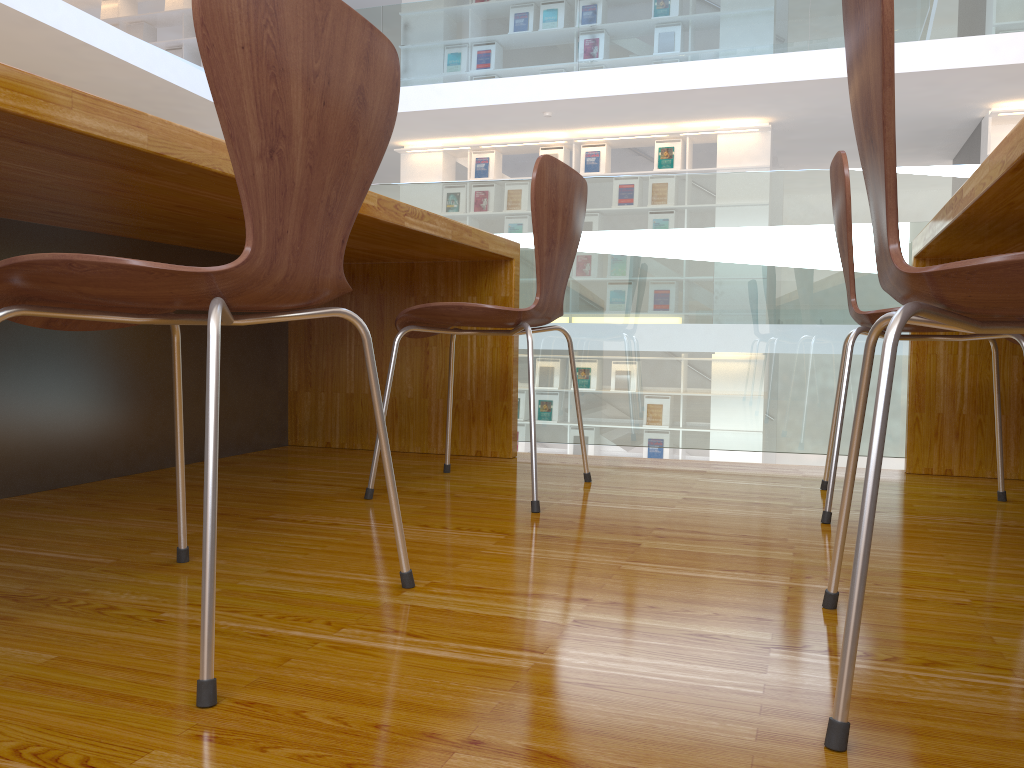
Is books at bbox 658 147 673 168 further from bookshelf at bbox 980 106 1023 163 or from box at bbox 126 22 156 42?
box at bbox 126 22 156 42

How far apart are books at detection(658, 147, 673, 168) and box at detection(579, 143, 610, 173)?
0.5 meters

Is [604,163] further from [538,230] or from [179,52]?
[538,230]

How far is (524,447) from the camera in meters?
8.8

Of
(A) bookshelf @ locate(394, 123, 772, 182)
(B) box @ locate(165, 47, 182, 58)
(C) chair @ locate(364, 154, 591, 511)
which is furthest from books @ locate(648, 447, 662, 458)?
(B) box @ locate(165, 47, 182, 58)

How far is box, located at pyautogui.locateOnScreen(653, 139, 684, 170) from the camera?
8.2 meters

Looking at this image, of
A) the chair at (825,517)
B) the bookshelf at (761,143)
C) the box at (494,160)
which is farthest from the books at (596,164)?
the chair at (825,517)

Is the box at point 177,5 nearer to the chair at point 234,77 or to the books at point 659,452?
the books at point 659,452

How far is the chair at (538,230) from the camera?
1.7 meters

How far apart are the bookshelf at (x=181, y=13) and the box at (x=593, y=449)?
6.3 meters
